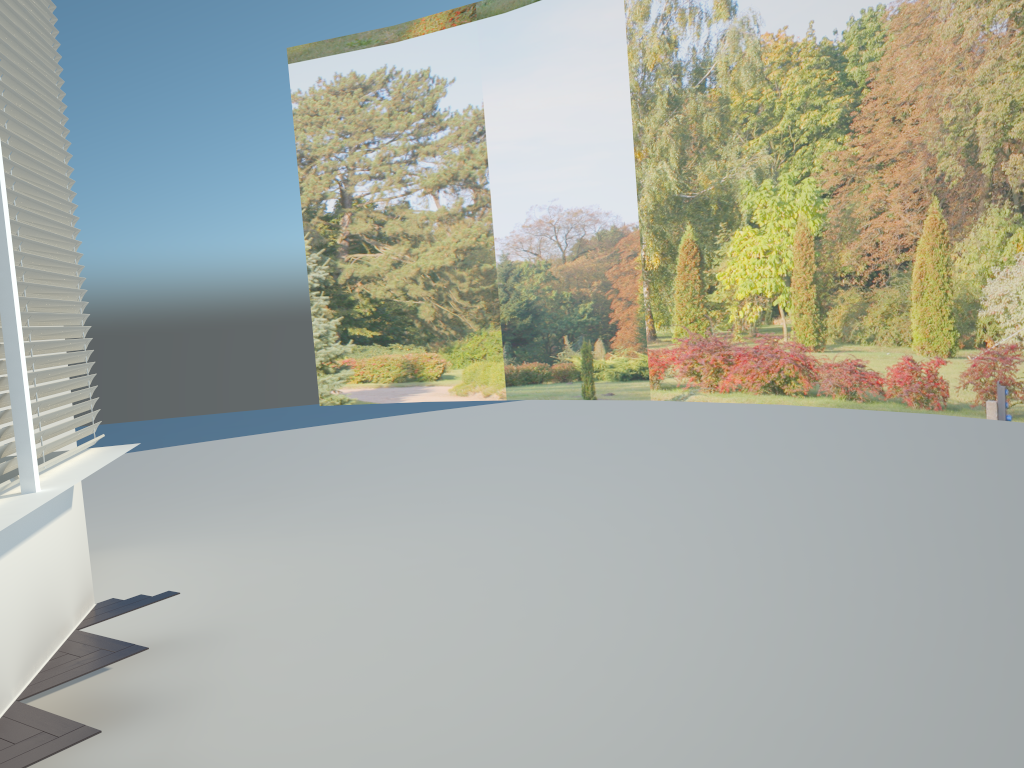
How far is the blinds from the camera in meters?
3.6

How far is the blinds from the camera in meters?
3.6 m

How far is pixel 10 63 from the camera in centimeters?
361cm
